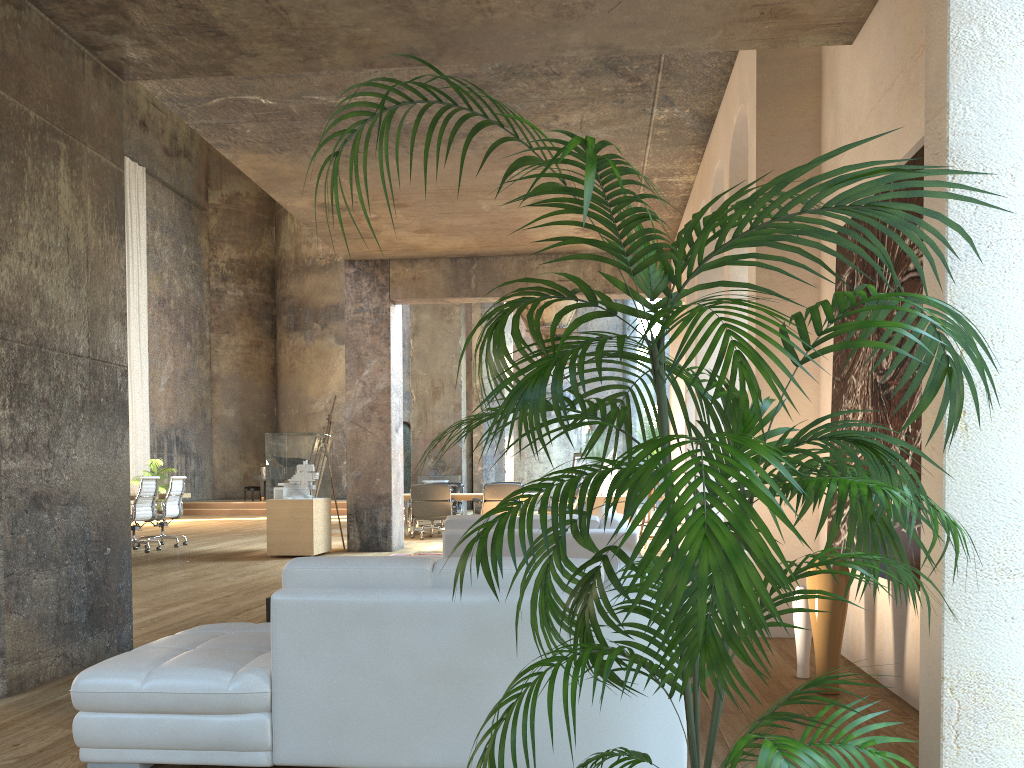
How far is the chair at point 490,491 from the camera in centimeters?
1348cm

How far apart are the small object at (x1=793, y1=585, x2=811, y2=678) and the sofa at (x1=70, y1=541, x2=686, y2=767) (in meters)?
1.30

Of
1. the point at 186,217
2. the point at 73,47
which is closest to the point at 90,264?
the point at 73,47

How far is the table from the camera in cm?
1410

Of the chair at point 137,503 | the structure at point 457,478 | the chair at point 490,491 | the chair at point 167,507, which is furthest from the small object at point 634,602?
the structure at point 457,478

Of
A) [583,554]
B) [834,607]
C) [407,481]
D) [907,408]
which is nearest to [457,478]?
[407,481]

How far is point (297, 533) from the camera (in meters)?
10.69

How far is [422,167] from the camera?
8.44m

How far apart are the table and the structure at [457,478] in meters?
7.6

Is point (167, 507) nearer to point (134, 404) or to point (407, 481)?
point (134, 404)
